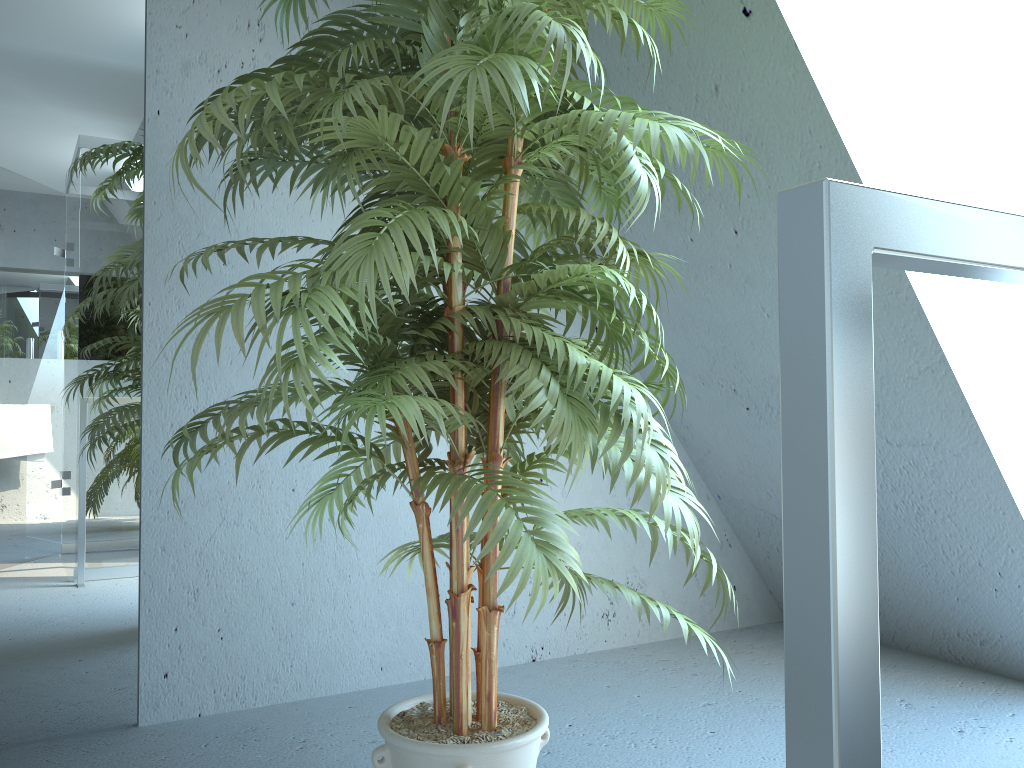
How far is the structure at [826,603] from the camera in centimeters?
38cm

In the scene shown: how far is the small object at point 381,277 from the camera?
1.2m

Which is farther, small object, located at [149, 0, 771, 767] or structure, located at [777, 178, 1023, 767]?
small object, located at [149, 0, 771, 767]

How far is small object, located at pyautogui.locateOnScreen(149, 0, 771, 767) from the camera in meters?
1.2 m

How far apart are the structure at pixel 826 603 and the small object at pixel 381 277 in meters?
0.6

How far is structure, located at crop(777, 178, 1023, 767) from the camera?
0.4m

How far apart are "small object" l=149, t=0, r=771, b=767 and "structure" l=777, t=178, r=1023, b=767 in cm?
63

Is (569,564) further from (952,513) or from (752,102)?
(952,513)

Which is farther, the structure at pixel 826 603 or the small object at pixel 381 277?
the small object at pixel 381 277
